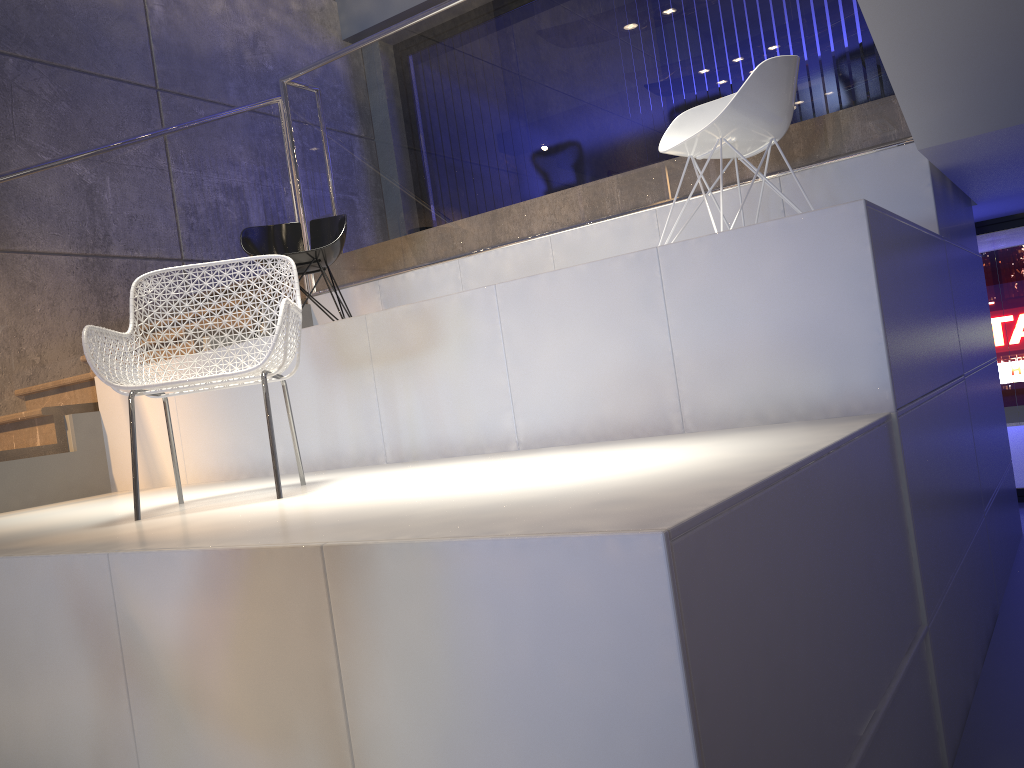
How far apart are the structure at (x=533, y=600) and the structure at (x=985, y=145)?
0.03m

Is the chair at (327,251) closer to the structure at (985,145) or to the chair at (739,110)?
the structure at (985,145)

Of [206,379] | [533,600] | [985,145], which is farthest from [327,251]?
[533,600]

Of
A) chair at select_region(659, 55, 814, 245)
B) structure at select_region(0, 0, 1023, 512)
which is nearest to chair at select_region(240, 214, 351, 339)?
structure at select_region(0, 0, 1023, 512)

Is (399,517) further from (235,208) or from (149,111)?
(149,111)

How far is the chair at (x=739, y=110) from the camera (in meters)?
3.28

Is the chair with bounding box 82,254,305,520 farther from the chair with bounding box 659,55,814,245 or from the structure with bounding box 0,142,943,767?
the chair with bounding box 659,55,814,245

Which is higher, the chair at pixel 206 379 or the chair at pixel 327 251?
the chair at pixel 327 251

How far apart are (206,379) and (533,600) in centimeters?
158cm

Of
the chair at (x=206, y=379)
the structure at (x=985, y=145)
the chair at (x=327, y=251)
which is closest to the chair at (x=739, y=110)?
the structure at (x=985, y=145)
